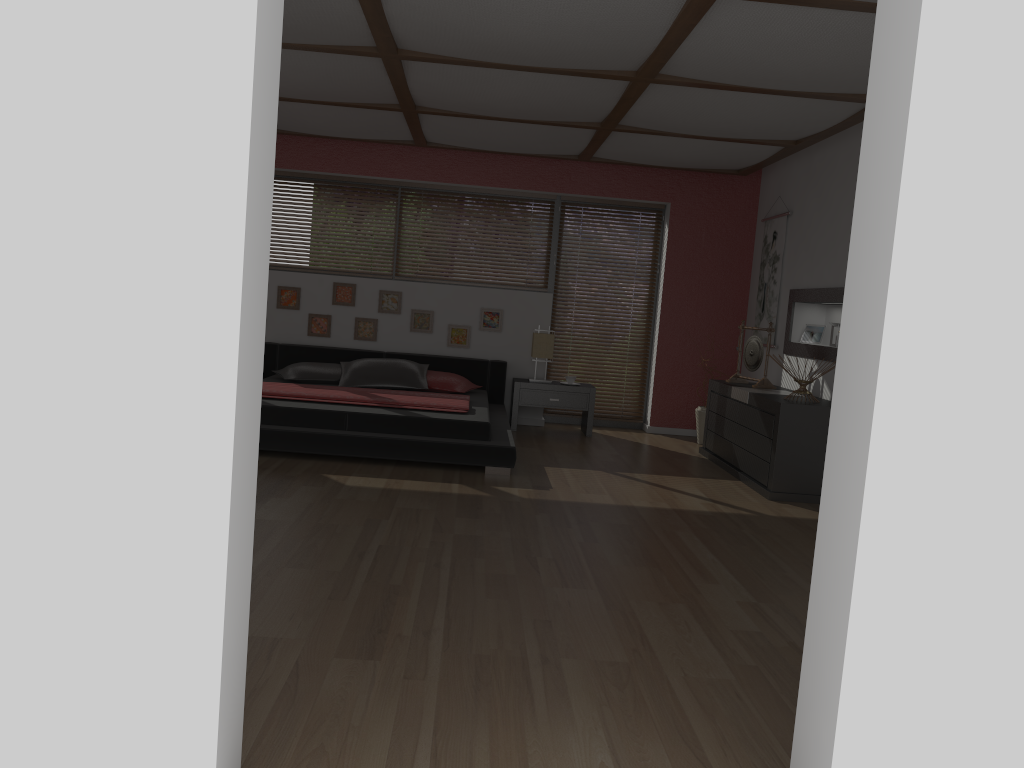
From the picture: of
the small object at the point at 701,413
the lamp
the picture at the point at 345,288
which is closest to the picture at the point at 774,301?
the small object at the point at 701,413

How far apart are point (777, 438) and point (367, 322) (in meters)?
3.90

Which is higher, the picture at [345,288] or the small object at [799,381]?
the picture at [345,288]

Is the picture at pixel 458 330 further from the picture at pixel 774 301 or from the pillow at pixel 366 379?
the picture at pixel 774 301

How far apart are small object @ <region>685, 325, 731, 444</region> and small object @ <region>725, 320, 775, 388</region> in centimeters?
71cm

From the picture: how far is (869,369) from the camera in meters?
1.7 m

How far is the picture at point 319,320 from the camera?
7.9 meters

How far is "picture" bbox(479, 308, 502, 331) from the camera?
7.92m

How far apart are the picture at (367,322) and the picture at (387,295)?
0.1 meters

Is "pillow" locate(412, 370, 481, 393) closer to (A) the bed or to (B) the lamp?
(A) the bed
